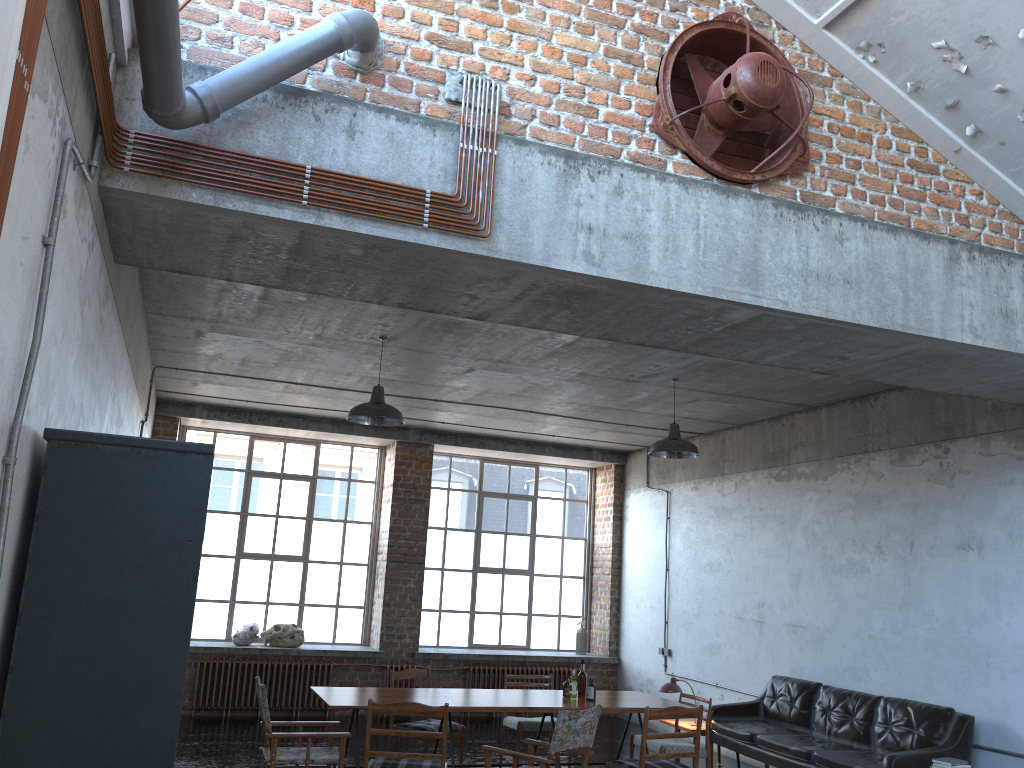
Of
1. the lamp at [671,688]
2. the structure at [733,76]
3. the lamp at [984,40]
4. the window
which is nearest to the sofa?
the lamp at [671,688]

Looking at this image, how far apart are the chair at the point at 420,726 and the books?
4.1 meters

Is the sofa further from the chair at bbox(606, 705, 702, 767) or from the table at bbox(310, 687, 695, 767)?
the chair at bbox(606, 705, 702, 767)

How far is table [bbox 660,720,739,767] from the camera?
9.3m

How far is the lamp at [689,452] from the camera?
8.4m

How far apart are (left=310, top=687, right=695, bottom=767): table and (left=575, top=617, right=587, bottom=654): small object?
5.15m

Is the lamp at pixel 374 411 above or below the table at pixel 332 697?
above

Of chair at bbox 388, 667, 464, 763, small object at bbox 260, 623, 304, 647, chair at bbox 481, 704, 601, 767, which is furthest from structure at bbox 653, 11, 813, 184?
small object at bbox 260, 623, 304, 647

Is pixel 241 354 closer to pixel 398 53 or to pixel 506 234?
pixel 398 53

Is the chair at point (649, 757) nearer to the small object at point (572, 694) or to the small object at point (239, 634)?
the small object at point (572, 694)
